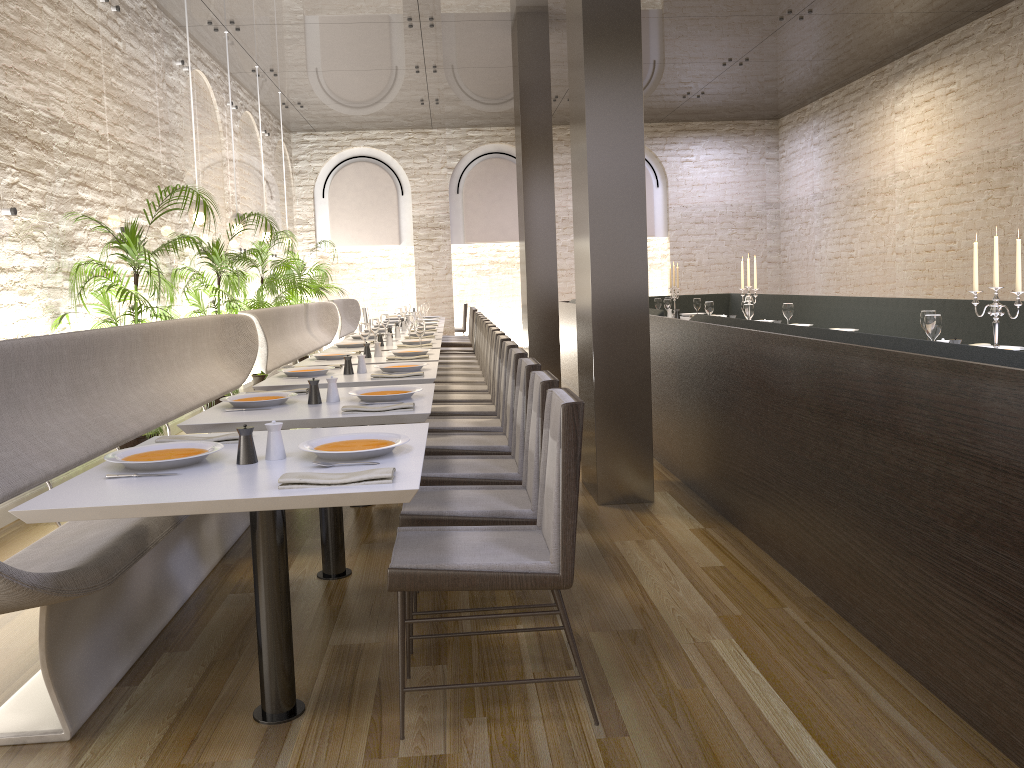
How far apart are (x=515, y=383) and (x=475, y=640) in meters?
1.4 m

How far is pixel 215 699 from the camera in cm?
274

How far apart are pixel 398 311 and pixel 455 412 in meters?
5.4

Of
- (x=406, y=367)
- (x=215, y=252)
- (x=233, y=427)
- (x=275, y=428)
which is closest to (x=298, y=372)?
(x=406, y=367)

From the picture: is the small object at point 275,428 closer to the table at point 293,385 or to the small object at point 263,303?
the table at point 293,385

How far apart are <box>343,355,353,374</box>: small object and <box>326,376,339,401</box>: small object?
1.2m

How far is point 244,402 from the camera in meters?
3.7 m

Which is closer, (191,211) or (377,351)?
(377,351)

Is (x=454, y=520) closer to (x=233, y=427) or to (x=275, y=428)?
(x=275, y=428)

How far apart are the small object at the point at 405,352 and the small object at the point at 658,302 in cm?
484
